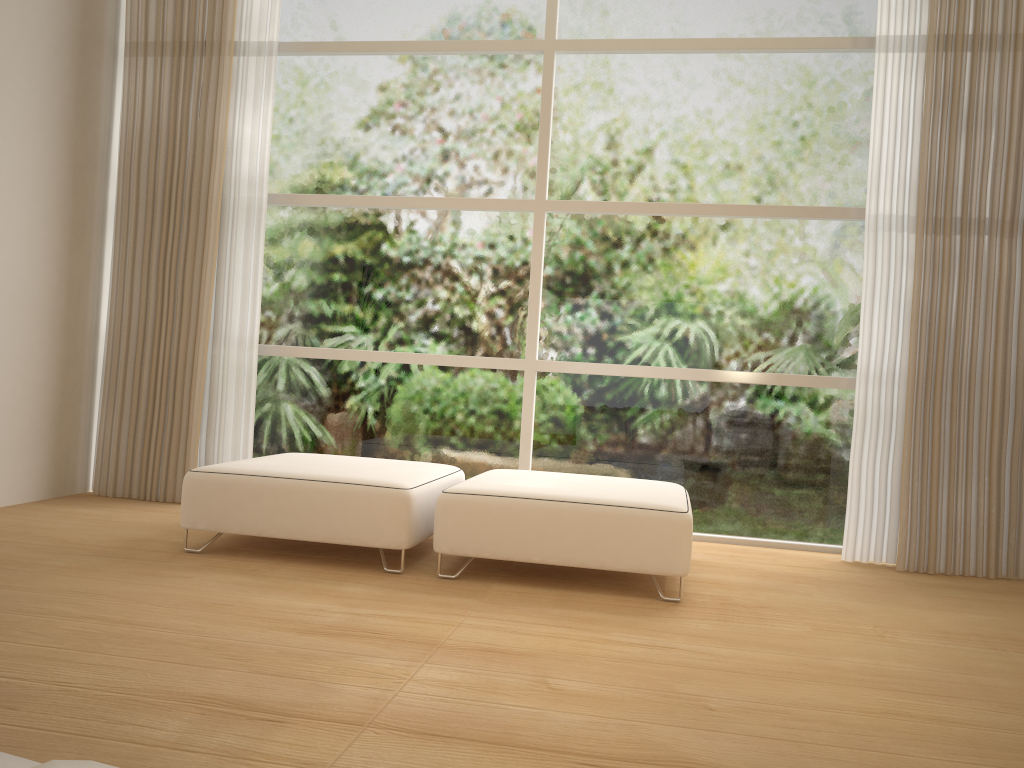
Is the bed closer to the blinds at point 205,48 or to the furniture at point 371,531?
the furniture at point 371,531

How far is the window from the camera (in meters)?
4.45

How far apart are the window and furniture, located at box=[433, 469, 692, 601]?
0.7m

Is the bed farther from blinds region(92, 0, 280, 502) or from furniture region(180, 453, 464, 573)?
blinds region(92, 0, 280, 502)

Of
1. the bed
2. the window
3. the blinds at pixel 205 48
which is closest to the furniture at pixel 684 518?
the window

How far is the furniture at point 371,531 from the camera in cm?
333

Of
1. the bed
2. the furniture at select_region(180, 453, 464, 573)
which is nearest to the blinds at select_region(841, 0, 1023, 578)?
the furniture at select_region(180, 453, 464, 573)

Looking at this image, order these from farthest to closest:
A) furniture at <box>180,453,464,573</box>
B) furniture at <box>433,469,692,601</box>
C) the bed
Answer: furniture at <box>180,453,464,573</box> < furniture at <box>433,469,692,601</box> < the bed

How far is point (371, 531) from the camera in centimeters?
333cm

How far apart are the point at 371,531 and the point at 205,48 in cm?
292
